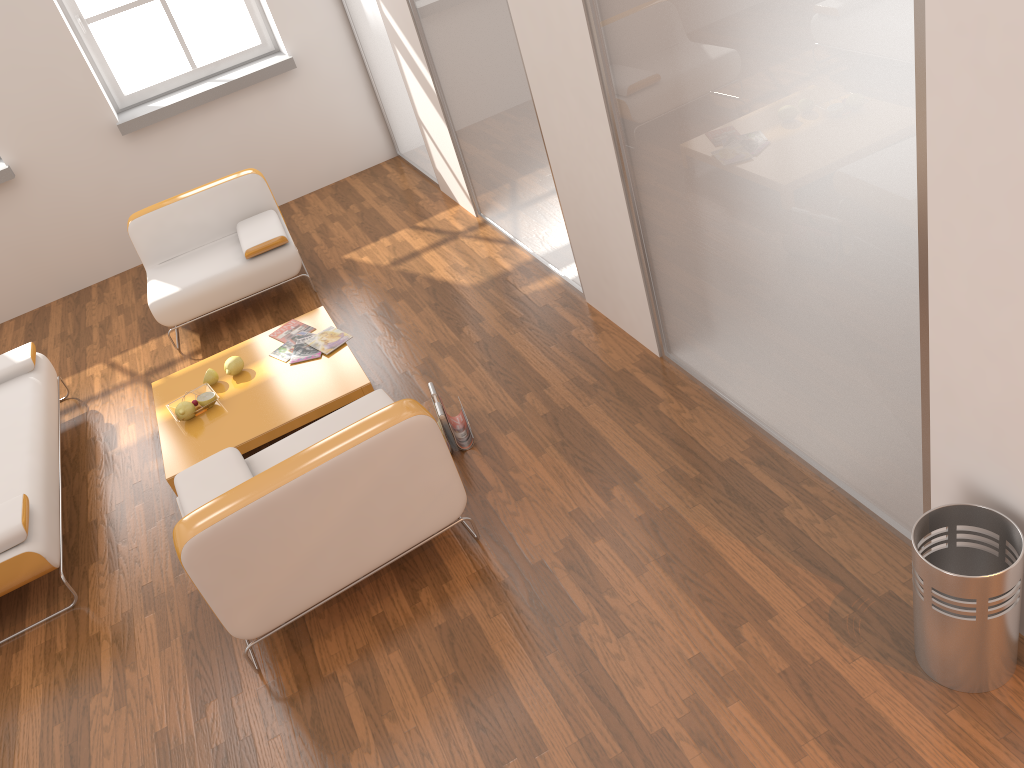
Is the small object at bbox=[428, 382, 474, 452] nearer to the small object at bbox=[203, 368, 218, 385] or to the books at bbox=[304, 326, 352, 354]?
the books at bbox=[304, 326, 352, 354]

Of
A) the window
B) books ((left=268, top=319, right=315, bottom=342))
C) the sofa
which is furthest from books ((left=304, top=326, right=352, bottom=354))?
the window

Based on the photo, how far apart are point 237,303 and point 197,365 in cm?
101

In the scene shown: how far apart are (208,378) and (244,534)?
1.92m

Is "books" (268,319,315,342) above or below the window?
below

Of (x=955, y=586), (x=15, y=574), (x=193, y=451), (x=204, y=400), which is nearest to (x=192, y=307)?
(x=204, y=400)

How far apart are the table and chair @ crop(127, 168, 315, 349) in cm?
55

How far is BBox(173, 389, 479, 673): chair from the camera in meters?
2.8 m

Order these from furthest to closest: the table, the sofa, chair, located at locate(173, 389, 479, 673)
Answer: the table < the sofa < chair, located at locate(173, 389, 479, 673)

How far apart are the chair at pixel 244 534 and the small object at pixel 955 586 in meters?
1.5 m
